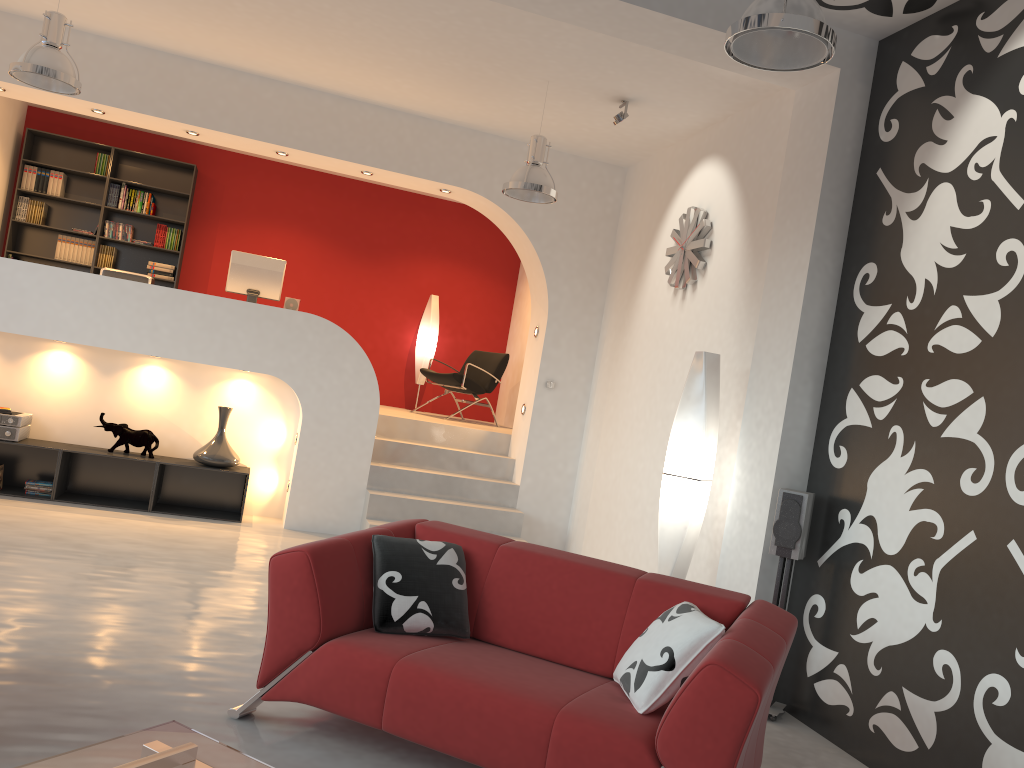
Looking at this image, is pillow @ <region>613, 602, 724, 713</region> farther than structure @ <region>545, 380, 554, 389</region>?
No

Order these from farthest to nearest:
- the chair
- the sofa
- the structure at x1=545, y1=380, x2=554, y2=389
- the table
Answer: the chair, the structure at x1=545, y1=380, x2=554, y2=389, the sofa, the table

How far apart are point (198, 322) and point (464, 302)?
4.13m

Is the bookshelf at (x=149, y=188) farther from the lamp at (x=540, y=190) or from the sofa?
the sofa

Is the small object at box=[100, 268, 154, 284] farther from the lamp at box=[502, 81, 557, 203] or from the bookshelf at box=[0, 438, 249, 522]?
the lamp at box=[502, 81, 557, 203]

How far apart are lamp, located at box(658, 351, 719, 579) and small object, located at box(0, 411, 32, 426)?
4.8 meters

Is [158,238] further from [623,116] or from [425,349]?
[623,116]

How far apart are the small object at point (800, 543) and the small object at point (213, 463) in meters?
4.4

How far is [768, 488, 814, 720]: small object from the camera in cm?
431

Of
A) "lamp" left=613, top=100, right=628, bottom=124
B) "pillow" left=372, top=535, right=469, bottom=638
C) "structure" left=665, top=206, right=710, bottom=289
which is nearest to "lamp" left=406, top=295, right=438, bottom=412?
"structure" left=665, top=206, right=710, bottom=289
